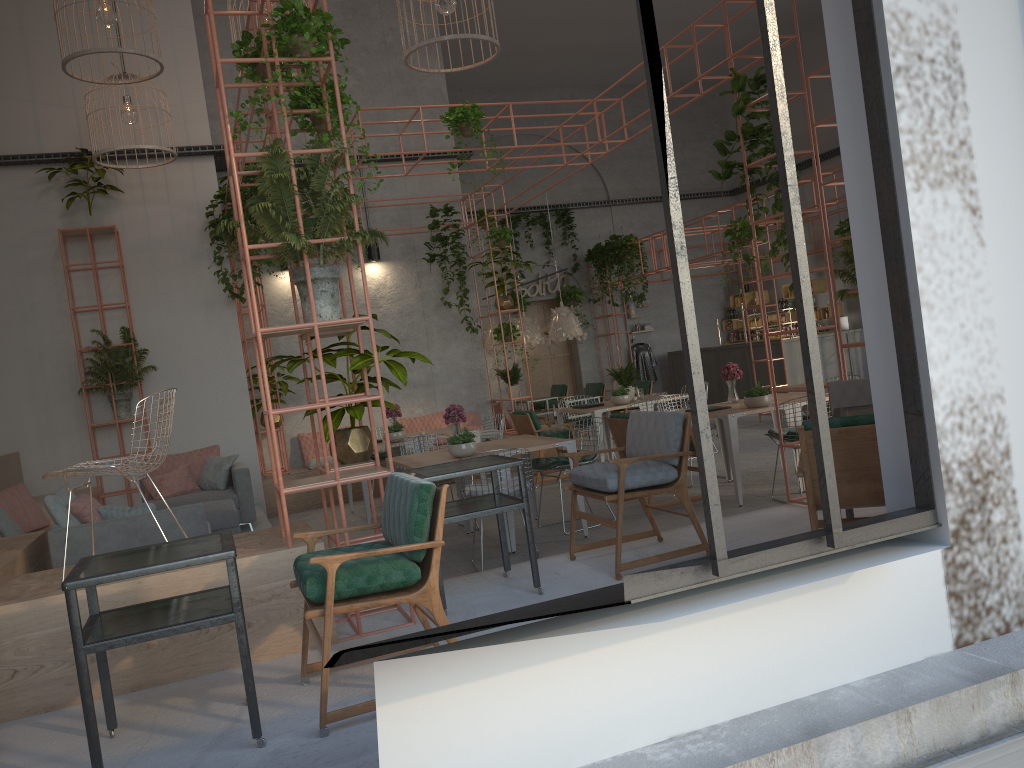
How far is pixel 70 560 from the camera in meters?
6.1

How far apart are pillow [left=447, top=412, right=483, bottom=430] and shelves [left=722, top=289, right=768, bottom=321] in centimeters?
896cm

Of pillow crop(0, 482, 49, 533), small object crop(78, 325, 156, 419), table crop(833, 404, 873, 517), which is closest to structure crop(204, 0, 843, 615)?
table crop(833, 404, 873, 517)

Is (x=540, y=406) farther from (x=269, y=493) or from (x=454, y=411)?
(x=454, y=411)

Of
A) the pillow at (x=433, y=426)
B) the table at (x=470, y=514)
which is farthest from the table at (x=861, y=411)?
the pillow at (x=433, y=426)

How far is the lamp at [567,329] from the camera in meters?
14.1 m

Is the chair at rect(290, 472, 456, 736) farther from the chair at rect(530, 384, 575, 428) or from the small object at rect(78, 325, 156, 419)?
the chair at rect(530, 384, 575, 428)

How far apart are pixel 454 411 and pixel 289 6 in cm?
400

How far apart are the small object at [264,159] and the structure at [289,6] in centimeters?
6cm

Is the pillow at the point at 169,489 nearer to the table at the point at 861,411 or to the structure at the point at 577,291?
the table at the point at 861,411
